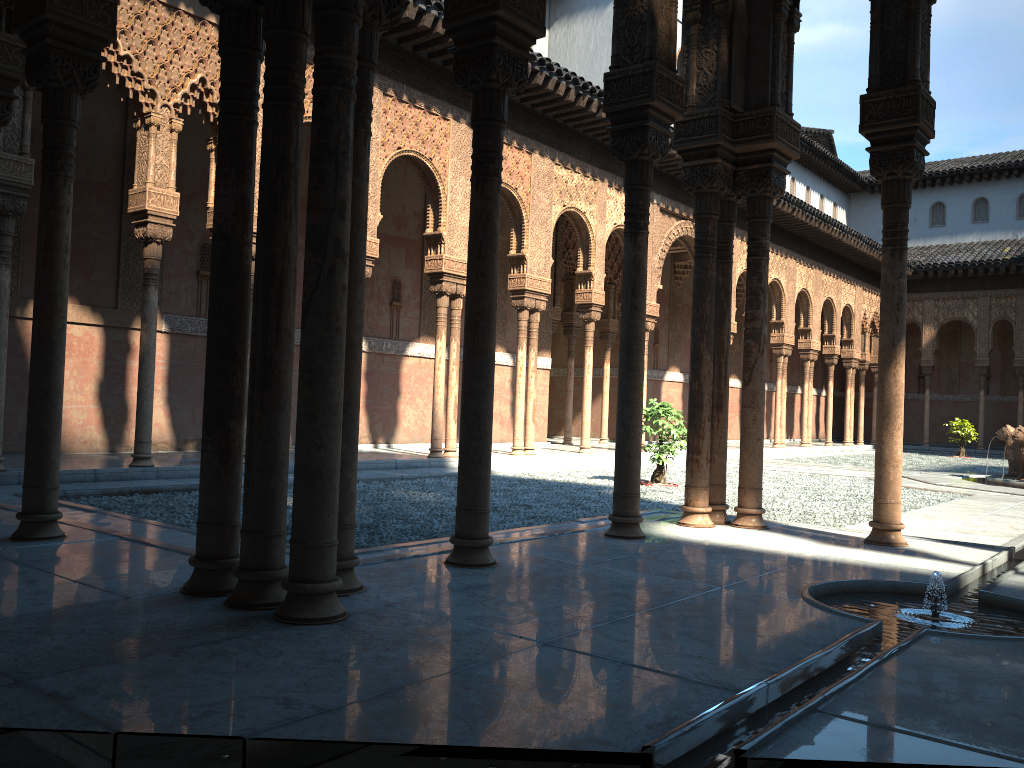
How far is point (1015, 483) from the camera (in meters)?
14.95

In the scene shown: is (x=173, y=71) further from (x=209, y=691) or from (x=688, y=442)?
(x=209, y=691)

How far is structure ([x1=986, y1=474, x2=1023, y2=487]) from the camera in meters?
15.0 m

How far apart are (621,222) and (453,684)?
16.25m

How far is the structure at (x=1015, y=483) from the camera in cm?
1496
